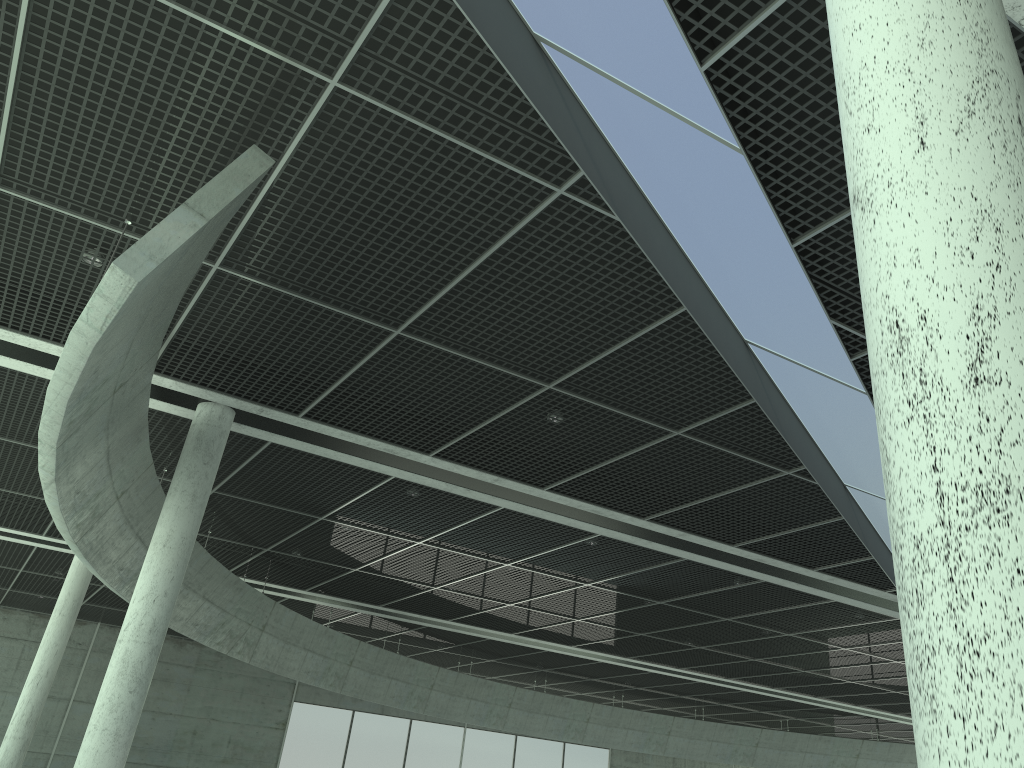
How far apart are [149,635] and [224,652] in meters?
24.5
